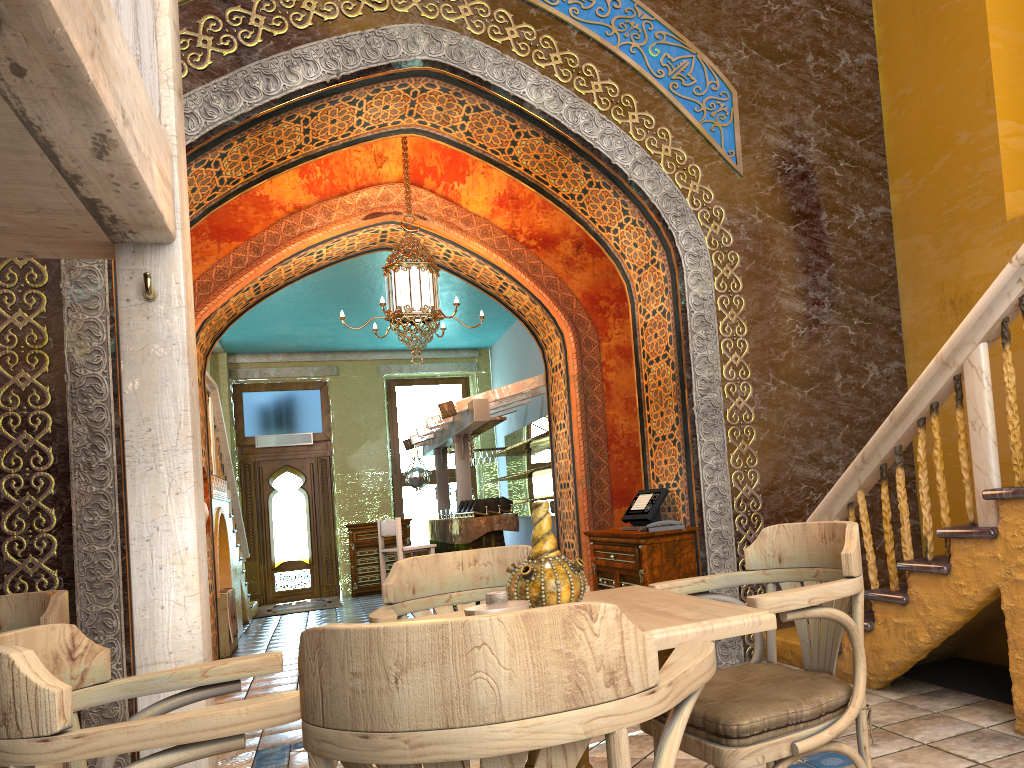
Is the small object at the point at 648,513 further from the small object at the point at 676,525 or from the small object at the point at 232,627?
the small object at the point at 232,627

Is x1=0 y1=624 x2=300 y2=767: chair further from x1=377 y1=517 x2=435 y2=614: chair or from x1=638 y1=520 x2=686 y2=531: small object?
x1=377 y1=517 x2=435 y2=614: chair

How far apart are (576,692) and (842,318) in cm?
603

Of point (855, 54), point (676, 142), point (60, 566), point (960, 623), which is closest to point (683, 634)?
point (960, 623)

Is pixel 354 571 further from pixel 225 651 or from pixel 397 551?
pixel 225 651

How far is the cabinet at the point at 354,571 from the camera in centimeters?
1573cm

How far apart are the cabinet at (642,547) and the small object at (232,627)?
4.8m

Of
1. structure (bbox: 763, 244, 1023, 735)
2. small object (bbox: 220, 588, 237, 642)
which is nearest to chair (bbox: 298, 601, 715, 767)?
structure (bbox: 763, 244, 1023, 735)

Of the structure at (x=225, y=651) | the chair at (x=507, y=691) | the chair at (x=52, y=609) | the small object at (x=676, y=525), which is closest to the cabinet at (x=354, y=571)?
the structure at (x=225, y=651)

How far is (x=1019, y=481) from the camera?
3.8m
